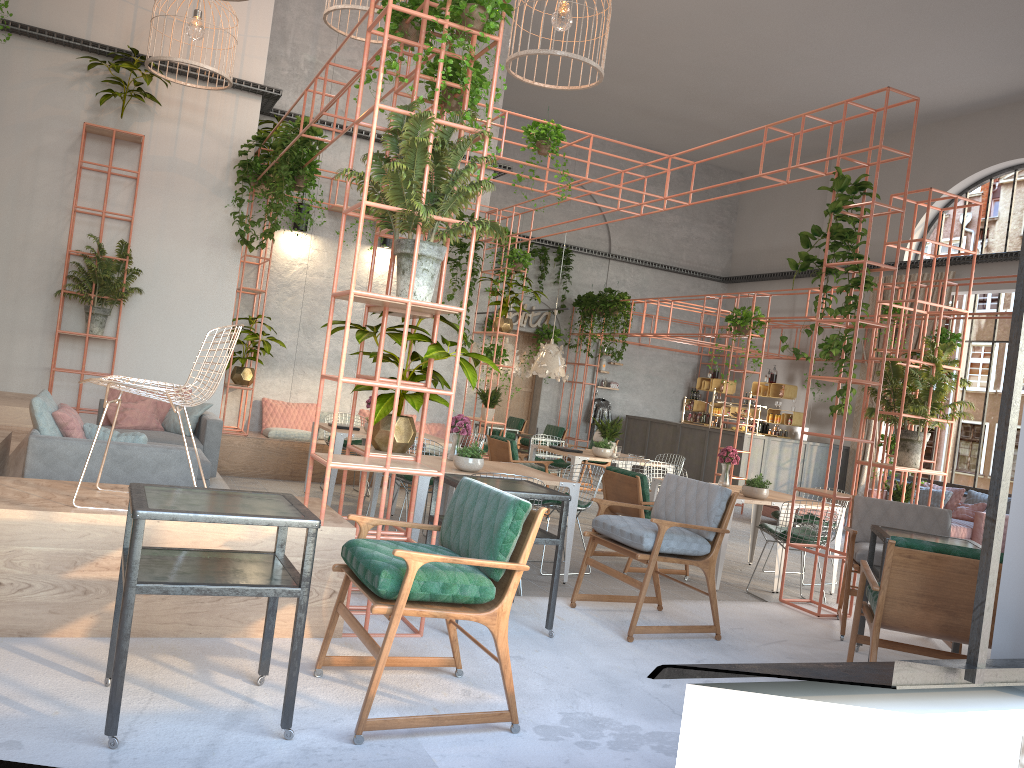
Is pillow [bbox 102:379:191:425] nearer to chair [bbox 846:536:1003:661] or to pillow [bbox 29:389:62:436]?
pillow [bbox 29:389:62:436]

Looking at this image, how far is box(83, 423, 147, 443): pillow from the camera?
5.9 meters

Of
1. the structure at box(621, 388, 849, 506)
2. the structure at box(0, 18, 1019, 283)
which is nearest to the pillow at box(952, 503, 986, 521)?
the structure at box(621, 388, 849, 506)

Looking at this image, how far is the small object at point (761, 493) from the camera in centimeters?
803cm

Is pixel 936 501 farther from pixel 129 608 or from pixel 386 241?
pixel 129 608

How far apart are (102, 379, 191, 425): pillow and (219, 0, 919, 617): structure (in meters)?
1.69

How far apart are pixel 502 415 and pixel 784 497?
11.22m

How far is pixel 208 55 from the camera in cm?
1054

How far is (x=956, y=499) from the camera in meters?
14.0 m

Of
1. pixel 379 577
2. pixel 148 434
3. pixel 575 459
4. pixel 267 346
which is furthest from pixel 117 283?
pixel 379 577
